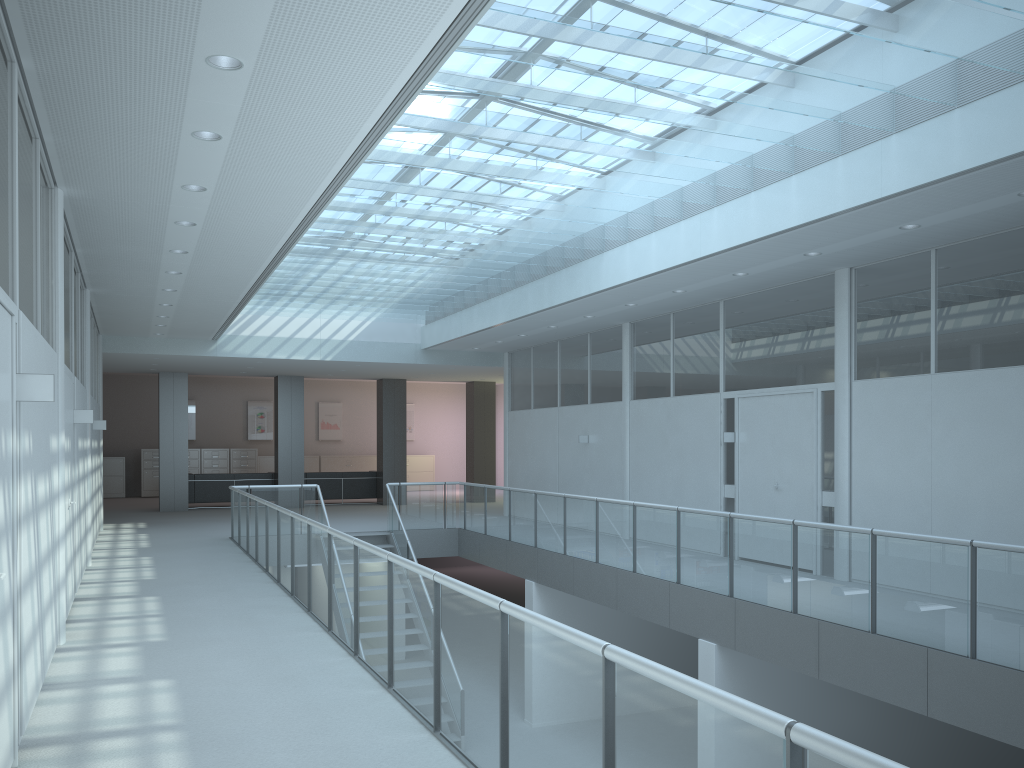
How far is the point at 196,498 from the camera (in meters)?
18.35

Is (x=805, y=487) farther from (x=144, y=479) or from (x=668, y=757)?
(x=144, y=479)

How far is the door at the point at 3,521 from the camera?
3.4m

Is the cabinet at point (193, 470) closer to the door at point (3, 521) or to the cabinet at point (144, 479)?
the cabinet at point (144, 479)

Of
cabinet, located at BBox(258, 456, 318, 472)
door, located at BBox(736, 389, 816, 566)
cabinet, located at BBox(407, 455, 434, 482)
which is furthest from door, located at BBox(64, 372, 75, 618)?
cabinet, located at BBox(407, 455, 434, 482)

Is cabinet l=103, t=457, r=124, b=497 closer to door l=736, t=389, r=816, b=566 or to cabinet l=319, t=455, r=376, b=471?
cabinet l=319, t=455, r=376, b=471

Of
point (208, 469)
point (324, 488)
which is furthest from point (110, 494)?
point (324, 488)

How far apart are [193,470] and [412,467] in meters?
5.9

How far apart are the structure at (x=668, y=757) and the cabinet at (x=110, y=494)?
11.3 meters

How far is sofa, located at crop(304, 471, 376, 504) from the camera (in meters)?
19.39
